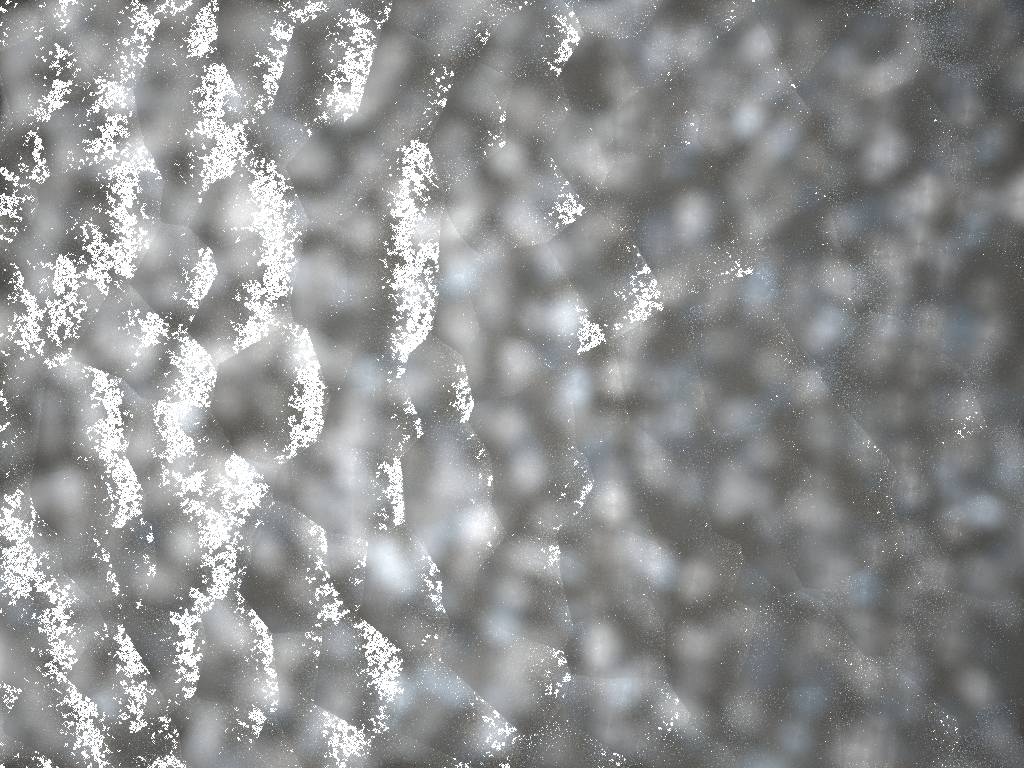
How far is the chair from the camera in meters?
0.0 m

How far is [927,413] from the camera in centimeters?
2cm

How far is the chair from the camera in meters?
0.0 m
